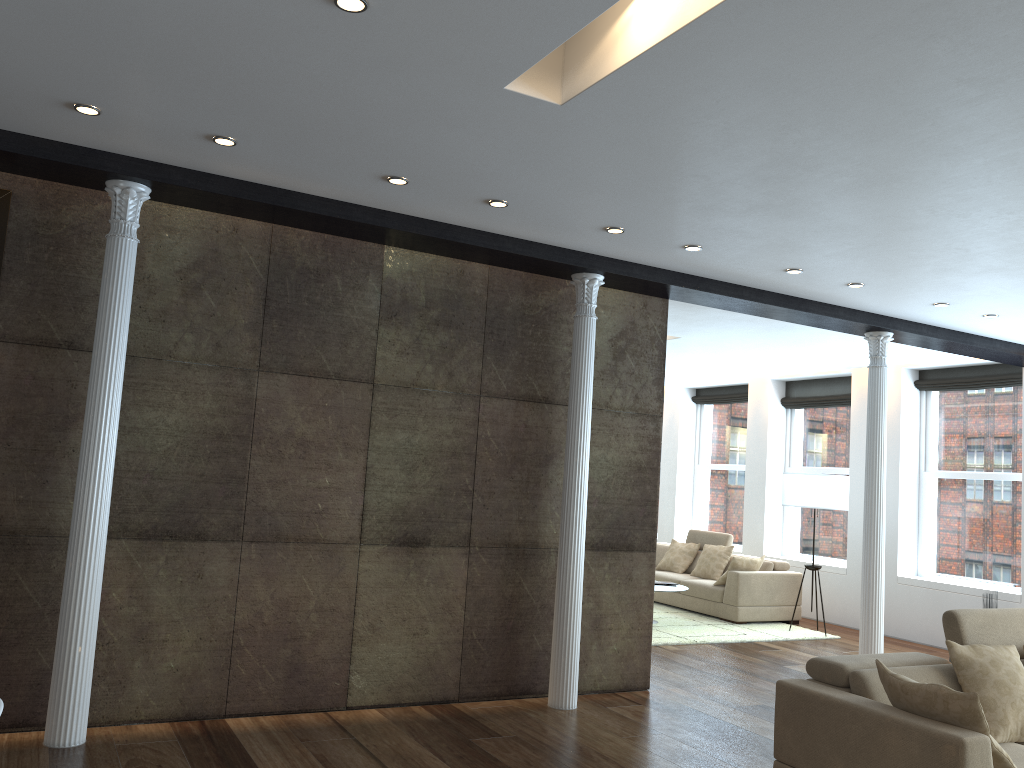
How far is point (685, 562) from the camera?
11.35m

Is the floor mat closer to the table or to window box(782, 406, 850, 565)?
the table

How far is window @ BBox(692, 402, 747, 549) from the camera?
12.6m

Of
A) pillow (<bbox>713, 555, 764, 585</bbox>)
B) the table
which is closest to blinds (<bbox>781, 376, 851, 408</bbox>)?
pillow (<bbox>713, 555, 764, 585</bbox>)

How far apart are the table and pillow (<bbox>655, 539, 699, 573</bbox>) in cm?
179

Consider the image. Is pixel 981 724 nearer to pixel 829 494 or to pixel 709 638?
pixel 709 638

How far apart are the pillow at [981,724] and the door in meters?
4.8 m

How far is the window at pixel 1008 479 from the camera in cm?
912

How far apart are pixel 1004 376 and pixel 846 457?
2.3 meters

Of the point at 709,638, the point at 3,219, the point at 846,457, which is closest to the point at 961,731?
the point at 3,219
